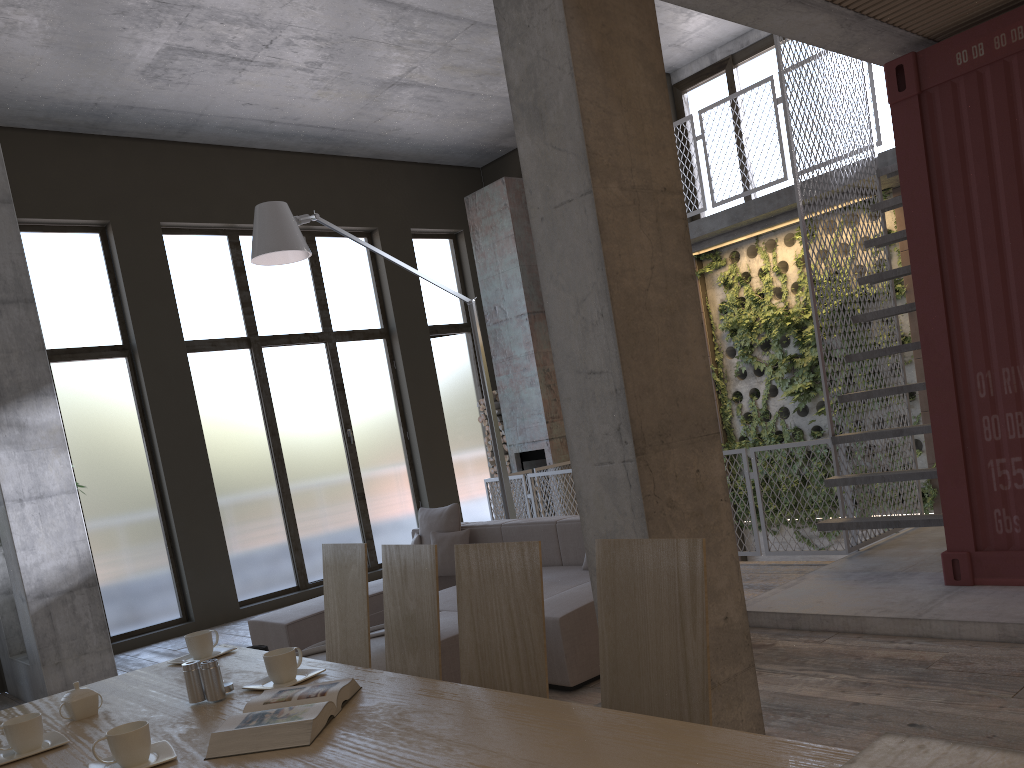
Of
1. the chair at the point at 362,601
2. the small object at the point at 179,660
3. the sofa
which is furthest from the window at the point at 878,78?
the small object at the point at 179,660

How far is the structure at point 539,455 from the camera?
11.20m

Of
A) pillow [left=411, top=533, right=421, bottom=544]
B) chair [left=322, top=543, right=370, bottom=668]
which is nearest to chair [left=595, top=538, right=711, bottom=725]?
chair [left=322, top=543, right=370, bottom=668]

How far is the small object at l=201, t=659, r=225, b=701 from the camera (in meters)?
2.37

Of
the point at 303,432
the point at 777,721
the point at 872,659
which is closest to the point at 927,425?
the point at 872,659

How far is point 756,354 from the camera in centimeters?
985cm

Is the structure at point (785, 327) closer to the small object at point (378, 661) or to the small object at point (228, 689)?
the small object at point (378, 661)

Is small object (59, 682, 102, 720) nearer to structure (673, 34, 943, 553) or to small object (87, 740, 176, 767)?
small object (87, 740, 176, 767)

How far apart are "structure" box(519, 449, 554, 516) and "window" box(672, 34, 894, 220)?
3.56m

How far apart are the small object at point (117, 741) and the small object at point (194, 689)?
0.39m
